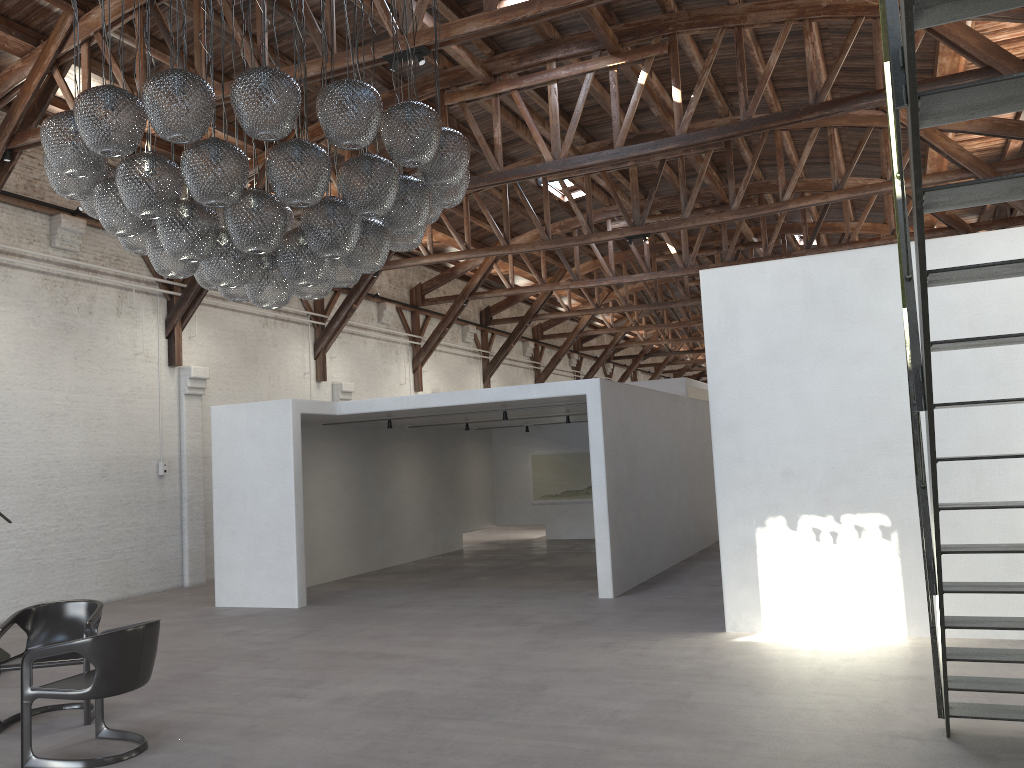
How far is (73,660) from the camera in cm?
592

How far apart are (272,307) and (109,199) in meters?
1.1

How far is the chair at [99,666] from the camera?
5.0m

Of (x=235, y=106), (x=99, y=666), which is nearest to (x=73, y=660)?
(x=99, y=666)

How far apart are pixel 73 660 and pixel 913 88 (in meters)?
5.99

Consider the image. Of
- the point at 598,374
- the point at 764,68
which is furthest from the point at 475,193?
the point at 598,374

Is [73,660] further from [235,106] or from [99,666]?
[235,106]

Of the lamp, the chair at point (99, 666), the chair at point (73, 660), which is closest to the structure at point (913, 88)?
the chair at point (73, 660)

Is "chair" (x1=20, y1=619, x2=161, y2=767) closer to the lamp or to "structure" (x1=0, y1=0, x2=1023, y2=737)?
the lamp

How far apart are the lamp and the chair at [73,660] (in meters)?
2.41
